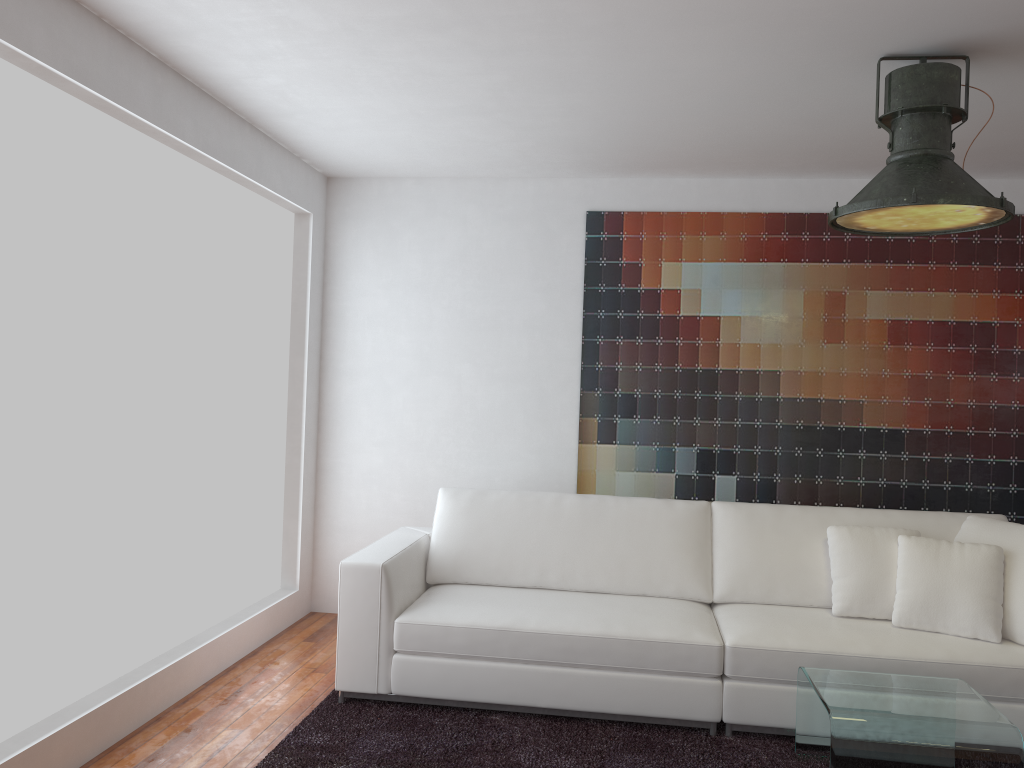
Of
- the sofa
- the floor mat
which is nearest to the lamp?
the sofa

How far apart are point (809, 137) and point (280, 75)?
2.32m

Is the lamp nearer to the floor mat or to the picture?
the picture

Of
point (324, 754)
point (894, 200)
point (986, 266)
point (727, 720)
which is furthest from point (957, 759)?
point (986, 266)

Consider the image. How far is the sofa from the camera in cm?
338

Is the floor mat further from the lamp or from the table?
the lamp

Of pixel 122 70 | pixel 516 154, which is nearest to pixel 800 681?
pixel 516 154

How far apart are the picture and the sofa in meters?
0.6 m

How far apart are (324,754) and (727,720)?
1.5m

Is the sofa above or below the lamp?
below
